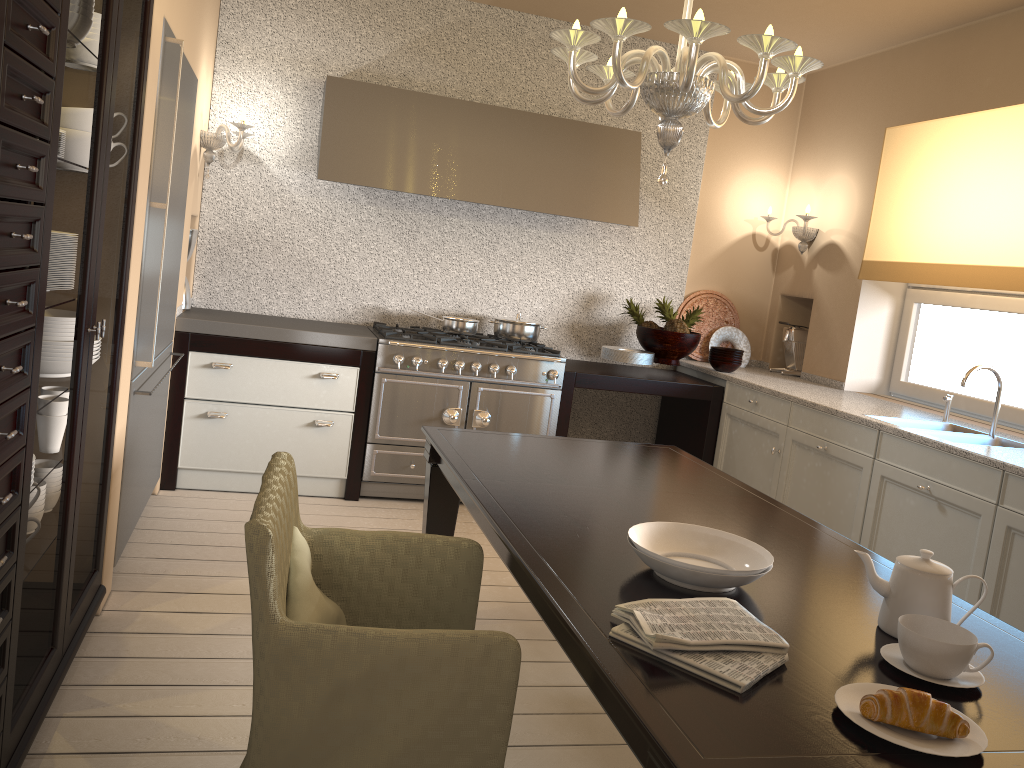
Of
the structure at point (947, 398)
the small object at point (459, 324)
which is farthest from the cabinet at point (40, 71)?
the structure at point (947, 398)

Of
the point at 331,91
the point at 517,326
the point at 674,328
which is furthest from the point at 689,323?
the point at 331,91

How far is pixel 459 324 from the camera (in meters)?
4.58

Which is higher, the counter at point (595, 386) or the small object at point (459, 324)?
the small object at point (459, 324)

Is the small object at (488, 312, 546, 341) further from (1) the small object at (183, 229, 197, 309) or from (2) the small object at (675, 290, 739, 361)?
(1) the small object at (183, 229, 197, 309)

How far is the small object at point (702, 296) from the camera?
5.3m

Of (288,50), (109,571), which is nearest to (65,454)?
(109,571)

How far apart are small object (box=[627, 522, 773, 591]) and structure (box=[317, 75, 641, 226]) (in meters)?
2.83

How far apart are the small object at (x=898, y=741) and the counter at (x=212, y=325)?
3.1 meters

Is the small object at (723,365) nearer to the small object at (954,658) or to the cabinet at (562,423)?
the cabinet at (562,423)
